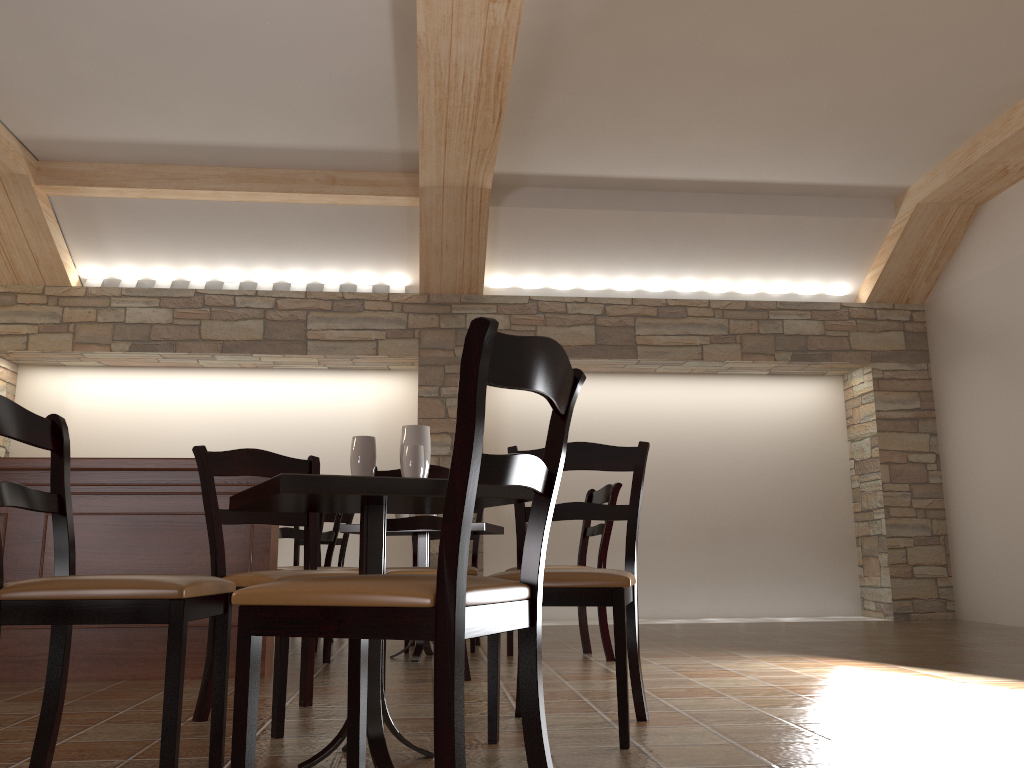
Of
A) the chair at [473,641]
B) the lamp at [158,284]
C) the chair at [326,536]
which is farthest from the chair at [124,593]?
the lamp at [158,284]

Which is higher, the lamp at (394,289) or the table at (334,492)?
the lamp at (394,289)

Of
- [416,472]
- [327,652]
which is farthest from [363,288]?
[416,472]

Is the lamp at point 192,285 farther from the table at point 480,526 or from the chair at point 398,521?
the chair at point 398,521

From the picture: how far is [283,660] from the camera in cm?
245

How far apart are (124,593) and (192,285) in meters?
5.5 m

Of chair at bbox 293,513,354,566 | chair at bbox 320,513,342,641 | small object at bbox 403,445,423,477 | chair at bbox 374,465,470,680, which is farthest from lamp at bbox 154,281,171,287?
small object at bbox 403,445,423,477

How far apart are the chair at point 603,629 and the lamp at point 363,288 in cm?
308

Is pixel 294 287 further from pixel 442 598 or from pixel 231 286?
pixel 442 598

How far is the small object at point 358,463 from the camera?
2.3m
